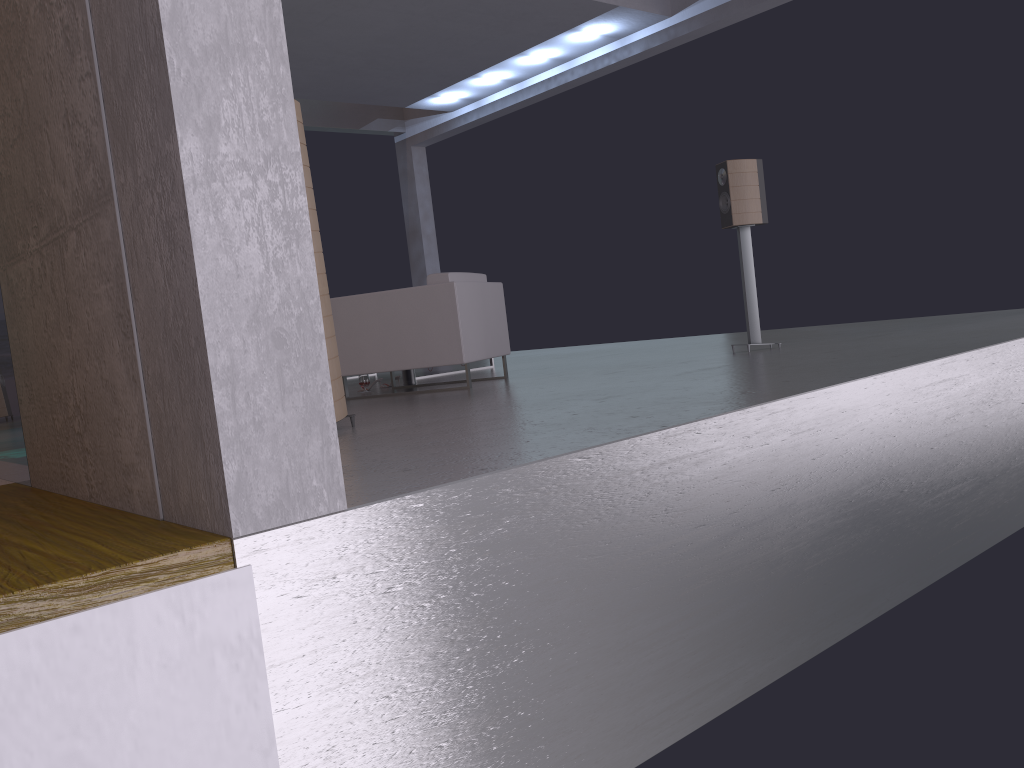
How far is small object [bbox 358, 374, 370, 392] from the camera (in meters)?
6.92

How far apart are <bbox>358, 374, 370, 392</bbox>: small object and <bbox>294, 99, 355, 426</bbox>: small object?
2.9m

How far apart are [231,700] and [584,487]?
1.14m

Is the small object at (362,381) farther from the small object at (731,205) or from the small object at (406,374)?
the small object at (731,205)

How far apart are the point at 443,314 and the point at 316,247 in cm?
200

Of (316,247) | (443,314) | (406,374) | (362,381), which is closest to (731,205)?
(443,314)

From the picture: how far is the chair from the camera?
5.9m

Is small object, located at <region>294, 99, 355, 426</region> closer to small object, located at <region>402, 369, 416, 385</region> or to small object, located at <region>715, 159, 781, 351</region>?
small object, located at <region>402, 369, 416, 385</region>

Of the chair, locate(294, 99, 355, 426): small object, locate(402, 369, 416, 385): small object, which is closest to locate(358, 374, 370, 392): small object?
locate(402, 369, 416, 385): small object

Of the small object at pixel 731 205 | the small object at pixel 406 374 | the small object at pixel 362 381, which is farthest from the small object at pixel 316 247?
the small object at pixel 731 205
